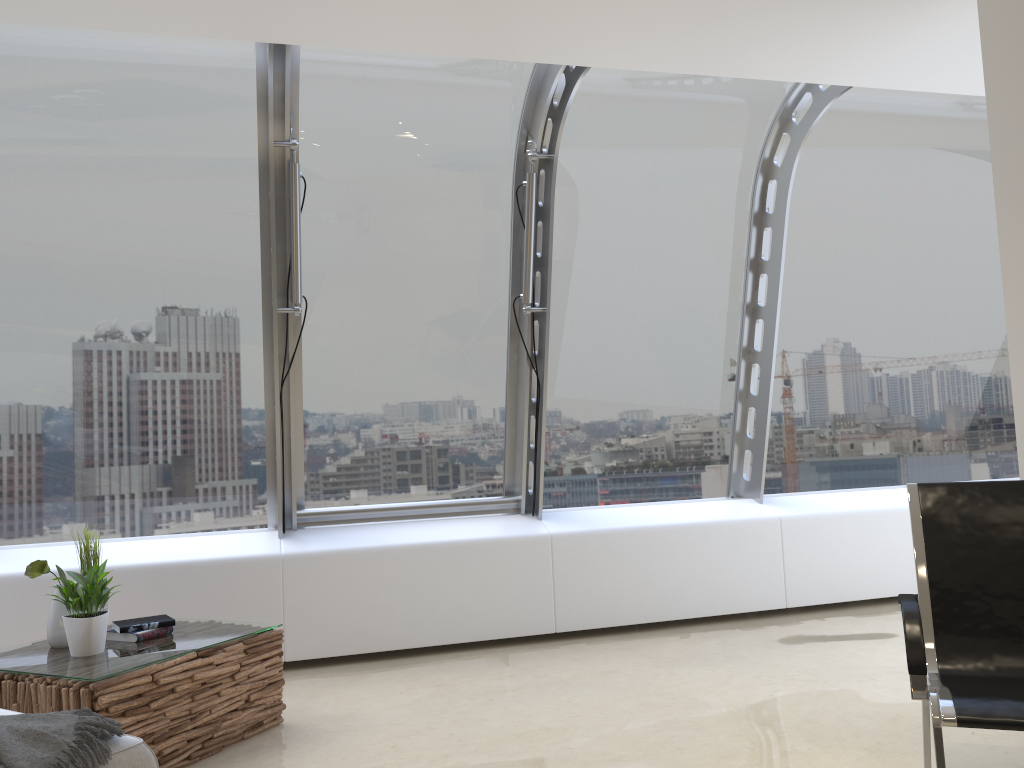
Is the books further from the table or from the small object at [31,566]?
the small object at [31,566]

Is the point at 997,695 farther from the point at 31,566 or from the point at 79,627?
the point at 31,566

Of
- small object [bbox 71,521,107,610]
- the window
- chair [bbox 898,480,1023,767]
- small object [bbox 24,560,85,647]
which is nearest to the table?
small object [bbox 24,560,85,647]

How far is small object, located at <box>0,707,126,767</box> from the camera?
2.1 meters

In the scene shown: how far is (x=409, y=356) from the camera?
5.3m

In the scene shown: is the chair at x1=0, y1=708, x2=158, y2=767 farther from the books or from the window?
the window

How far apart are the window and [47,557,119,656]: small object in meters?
1.5 m

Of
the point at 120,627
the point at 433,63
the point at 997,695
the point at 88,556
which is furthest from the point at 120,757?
→ the point at 433,63

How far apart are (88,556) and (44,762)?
1.85m

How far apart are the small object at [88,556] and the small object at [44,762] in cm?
150
